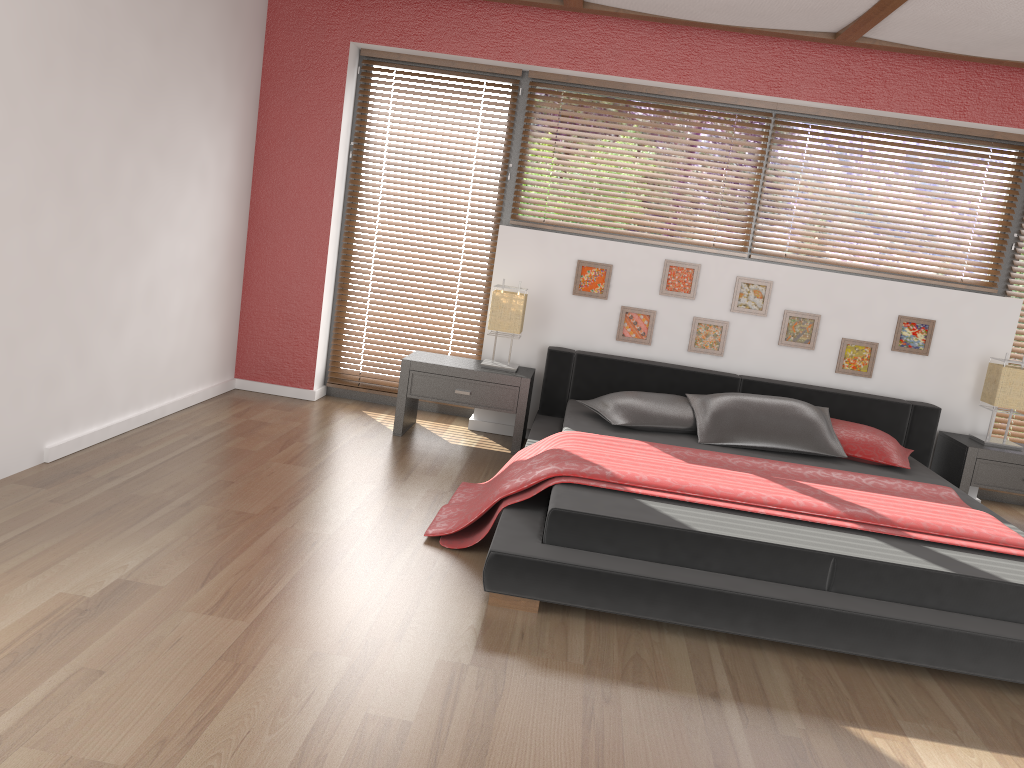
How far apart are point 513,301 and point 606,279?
0.6 meters

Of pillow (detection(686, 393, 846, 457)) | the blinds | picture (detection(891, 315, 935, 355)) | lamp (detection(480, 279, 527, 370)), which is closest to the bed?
pillow (detection(686, 393, 846, 457))

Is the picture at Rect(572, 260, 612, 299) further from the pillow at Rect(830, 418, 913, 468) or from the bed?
the pillow at Rect(830, 418, 913, 468)

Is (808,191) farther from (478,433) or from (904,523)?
(904,523)

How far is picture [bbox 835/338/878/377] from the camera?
4.9m

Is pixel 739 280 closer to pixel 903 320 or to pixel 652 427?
pixel 903 320

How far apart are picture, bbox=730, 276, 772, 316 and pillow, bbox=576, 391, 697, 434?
0.76m

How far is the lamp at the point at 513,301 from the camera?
4.8 meters

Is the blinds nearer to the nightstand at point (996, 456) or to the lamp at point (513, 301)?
the nightstand at point (996, 456)

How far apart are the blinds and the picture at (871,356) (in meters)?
0.94
